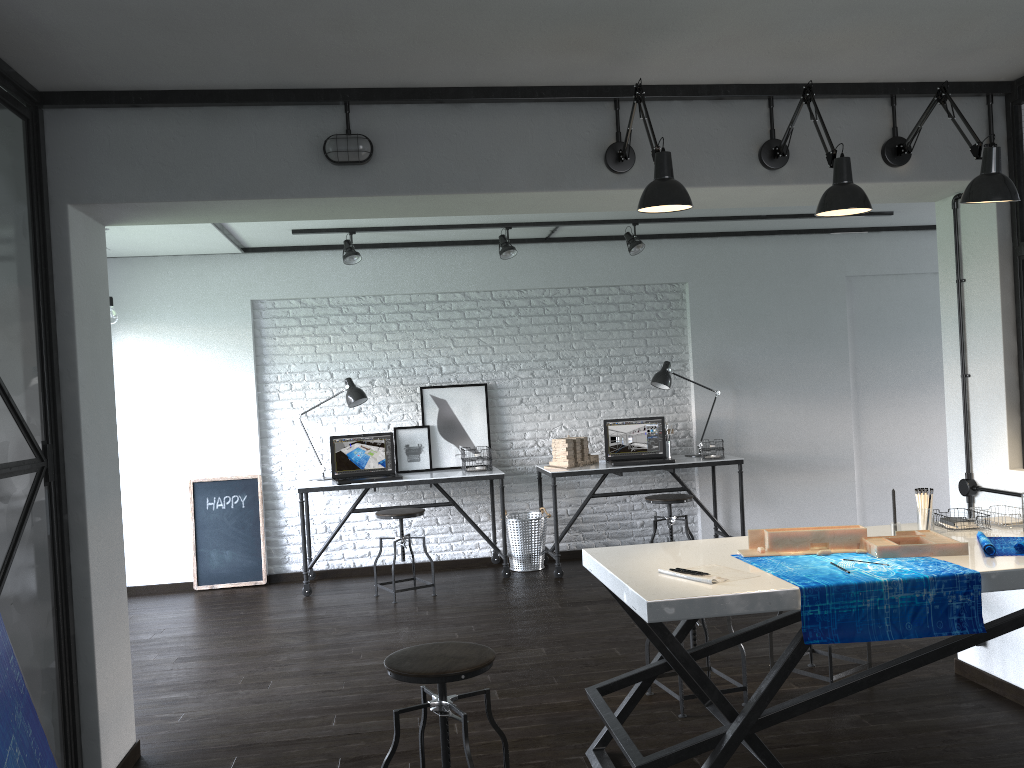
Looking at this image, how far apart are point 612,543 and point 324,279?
2.9 meters

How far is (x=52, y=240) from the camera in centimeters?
287cm

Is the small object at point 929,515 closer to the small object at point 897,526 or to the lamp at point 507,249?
the small object at point 897,526

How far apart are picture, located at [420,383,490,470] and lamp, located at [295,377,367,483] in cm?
47

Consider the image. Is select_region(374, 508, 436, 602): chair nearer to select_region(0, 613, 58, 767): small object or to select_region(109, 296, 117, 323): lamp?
select_region(109, 296, 117, 323): lamp

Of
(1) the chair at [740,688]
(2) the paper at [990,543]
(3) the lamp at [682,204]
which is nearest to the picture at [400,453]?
(1) the chair at [740,688]

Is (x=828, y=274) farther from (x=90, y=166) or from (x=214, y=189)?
(x=90, y=166)

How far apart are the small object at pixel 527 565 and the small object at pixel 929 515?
3.4m

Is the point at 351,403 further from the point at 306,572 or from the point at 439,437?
the point at 306,572

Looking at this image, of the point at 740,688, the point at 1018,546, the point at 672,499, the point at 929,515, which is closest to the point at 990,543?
the point at 1018,546
